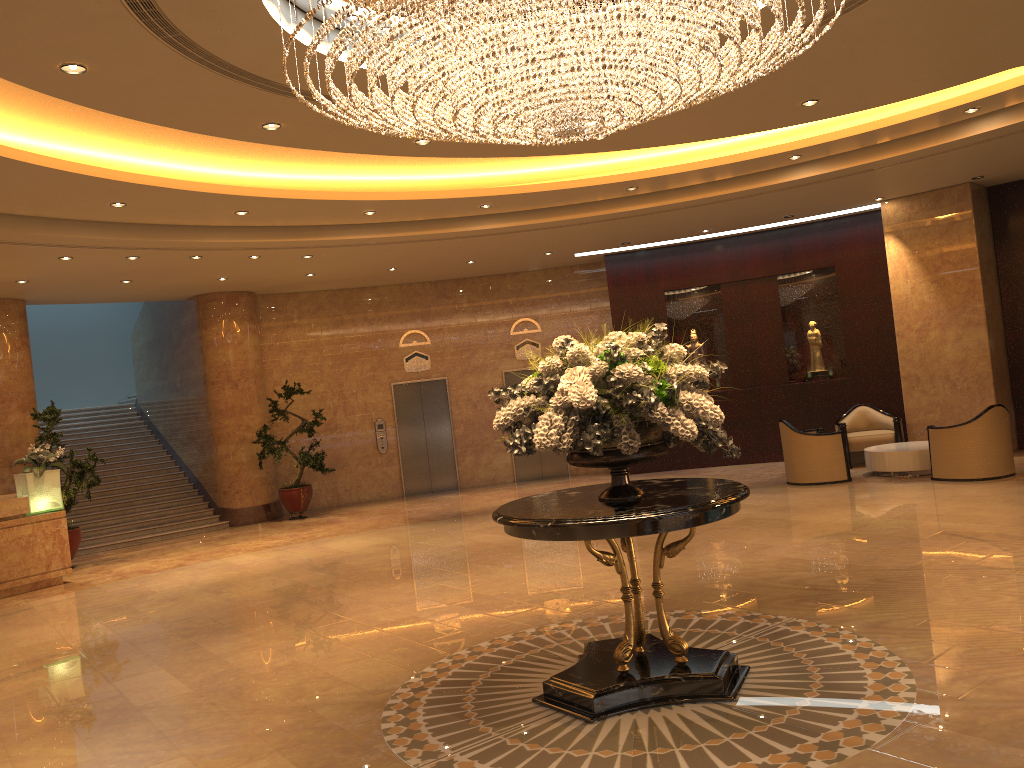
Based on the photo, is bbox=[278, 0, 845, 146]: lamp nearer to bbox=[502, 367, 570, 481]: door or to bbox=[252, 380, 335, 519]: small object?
bbox=[252, 380, 335, 519]: small object

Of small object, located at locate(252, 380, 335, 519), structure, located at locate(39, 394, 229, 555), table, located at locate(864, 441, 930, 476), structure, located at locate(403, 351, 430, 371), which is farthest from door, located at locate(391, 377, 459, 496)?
table, located at locate(864, 441, 930, 476)

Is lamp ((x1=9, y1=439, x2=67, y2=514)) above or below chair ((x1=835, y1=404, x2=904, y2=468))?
above

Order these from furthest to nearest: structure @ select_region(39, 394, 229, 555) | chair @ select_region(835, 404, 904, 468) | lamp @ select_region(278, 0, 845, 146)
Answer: structure @ select_region(39, 394, 229, 555)
chair @ select_region(835, 404, 904, 468)
lamp @ select_region(278, 0, 845, 146)

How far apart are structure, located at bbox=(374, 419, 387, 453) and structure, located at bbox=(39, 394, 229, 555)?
3.1 meters

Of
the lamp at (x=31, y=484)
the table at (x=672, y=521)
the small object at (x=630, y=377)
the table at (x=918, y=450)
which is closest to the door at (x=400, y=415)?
the lamp at (x=31, y=484)

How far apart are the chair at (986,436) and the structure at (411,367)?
8.85m

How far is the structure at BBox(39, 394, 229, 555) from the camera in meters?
14.4

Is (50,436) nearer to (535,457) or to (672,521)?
(535,457)

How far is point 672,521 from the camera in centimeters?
453cm
